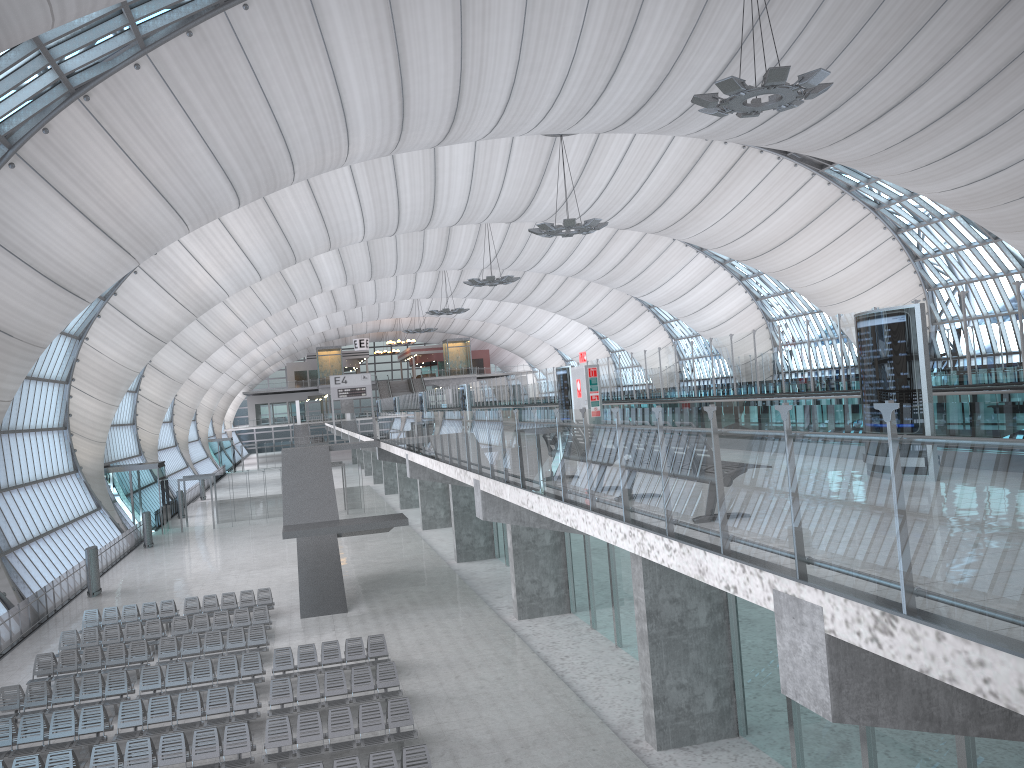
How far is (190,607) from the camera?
27.01m

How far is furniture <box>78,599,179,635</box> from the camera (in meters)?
26.38

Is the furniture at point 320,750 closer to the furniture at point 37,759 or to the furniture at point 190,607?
the furniture at point 37,759

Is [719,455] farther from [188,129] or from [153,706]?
[188,129]

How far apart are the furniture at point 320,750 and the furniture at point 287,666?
3.4 meters

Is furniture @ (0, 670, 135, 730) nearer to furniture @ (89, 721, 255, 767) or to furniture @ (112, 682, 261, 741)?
Result: furniture @ (112, 682, 261, 741)

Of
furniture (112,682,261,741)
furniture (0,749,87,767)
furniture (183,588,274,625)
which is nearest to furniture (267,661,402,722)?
furniture (112,682,261,741)

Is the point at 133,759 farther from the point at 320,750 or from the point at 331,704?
the point at 331,704

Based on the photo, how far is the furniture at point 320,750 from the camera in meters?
15.3 m

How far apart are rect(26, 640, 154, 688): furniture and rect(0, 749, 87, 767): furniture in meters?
6.4
